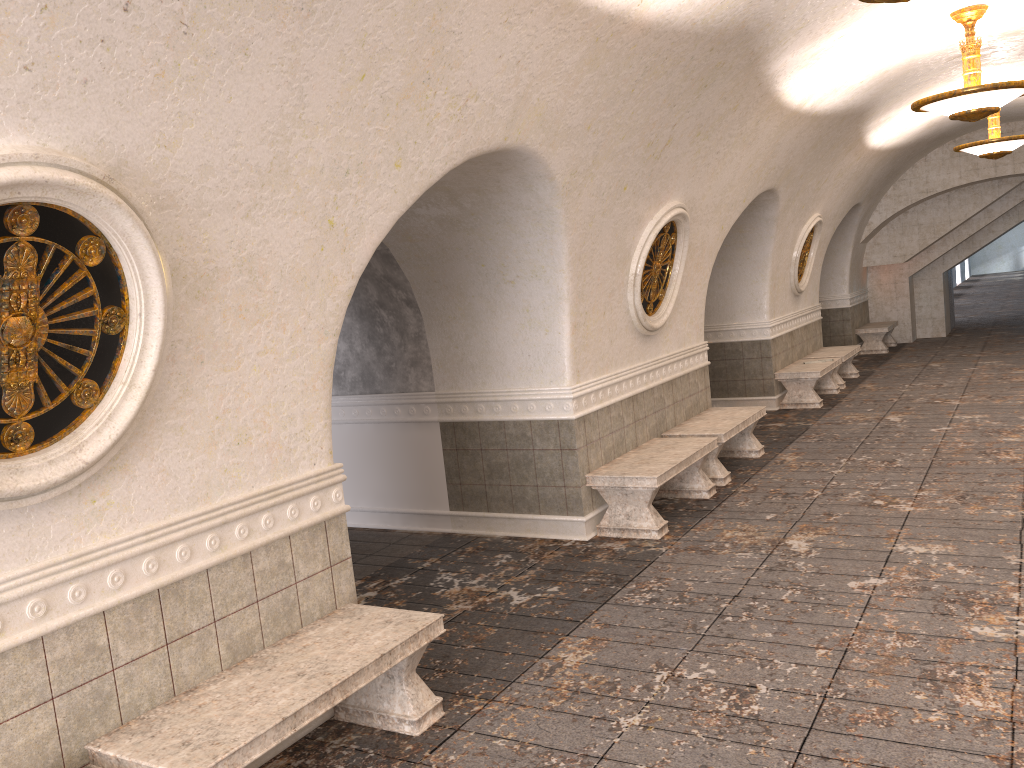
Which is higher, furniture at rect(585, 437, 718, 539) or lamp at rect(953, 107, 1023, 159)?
lamp at rect(953, 107, 1023, 159)

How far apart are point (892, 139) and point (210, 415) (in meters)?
12.27

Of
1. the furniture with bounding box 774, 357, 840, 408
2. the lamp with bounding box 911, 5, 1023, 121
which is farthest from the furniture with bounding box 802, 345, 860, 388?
the lamp with bounding box 911, 5, 1023, 121

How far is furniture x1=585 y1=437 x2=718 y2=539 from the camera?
6.8 meters

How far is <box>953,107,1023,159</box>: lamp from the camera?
11.5m

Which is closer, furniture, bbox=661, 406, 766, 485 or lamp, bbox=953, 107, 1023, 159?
furniture, bbox=661, 406, 766, 485

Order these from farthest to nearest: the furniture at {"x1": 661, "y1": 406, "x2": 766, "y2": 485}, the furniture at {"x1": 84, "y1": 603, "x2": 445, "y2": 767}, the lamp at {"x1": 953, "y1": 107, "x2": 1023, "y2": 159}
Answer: the lamp at {"x1": 953, "y1": 107, "x2": 1023, "y2": 159} → the furniture at {"x1": 661, "y1": 406, "x2": 766, "y2": 485} → the furniture at {"x1": 84, "y1": 603, "x2": 445, "y2": 767}

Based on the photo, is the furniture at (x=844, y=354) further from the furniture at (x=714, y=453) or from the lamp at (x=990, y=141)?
the furniture at (x=714, y=453)

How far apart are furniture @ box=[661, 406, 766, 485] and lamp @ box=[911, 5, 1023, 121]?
3.2 meters

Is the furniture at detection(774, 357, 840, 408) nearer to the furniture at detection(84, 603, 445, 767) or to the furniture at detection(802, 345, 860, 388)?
the furniture at detection(802, 345, 860, 388)
